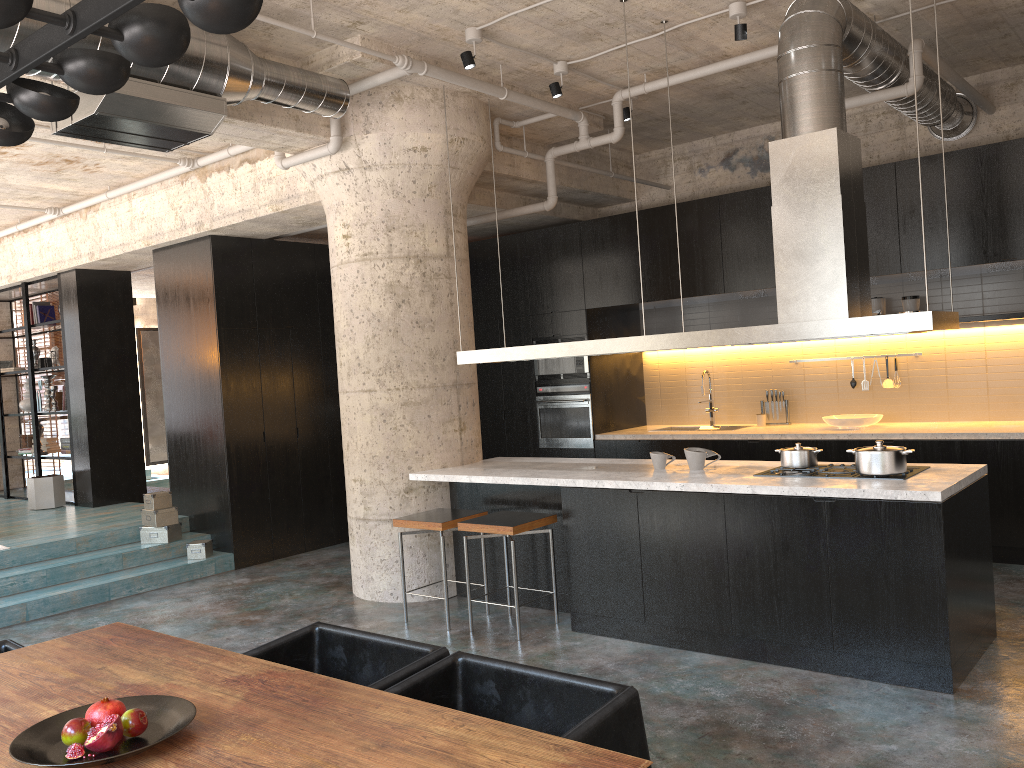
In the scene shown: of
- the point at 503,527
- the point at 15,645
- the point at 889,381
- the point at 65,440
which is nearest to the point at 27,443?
the point at 65,440

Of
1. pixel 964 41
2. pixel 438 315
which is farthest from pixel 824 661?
pixel 964 41

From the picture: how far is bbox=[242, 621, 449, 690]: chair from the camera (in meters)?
2.94

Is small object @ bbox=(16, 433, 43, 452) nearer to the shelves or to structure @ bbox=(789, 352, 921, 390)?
structure @ bbox=(789, 352, 921, 390)

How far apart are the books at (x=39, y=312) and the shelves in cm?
982

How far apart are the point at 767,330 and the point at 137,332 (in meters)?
14.15

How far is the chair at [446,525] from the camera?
5.7 meters

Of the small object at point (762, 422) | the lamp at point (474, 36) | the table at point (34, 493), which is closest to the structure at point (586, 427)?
the small object at point (762, 422)

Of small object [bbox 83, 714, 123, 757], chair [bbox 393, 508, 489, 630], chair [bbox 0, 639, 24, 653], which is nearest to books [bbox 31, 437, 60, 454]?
chair [bbox 393, 508, 489, 630]

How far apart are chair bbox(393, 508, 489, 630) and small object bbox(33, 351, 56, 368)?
6.7m
